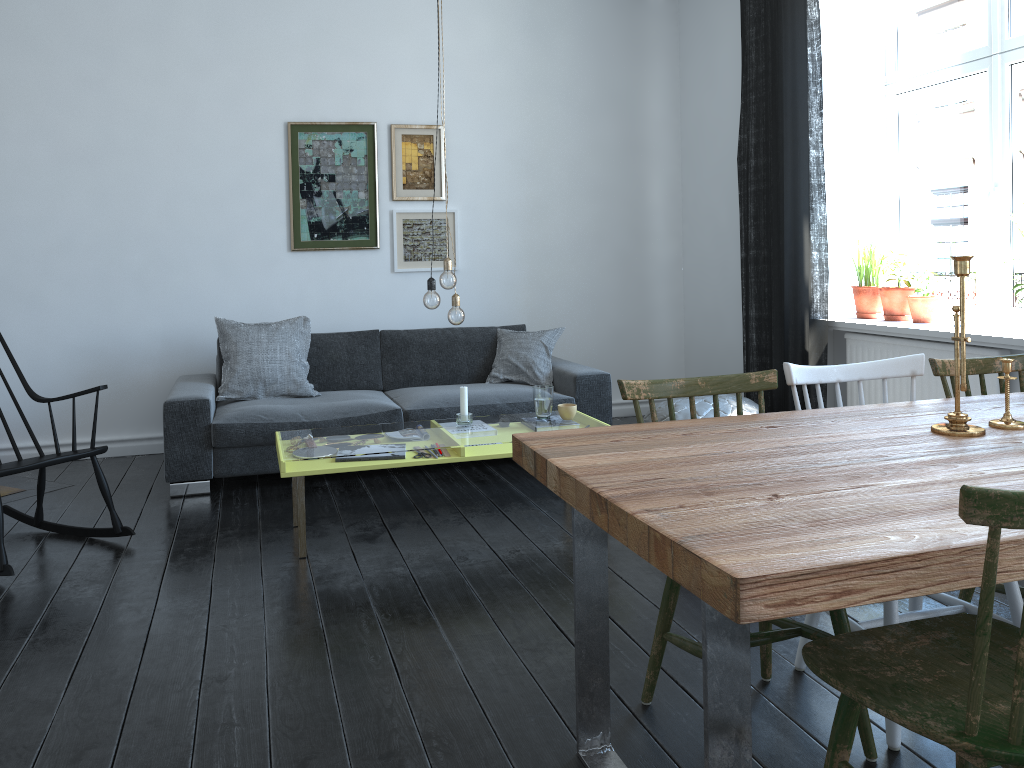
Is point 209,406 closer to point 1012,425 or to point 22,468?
point 22,468

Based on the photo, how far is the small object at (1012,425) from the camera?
2.08m

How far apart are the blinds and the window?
0.6m

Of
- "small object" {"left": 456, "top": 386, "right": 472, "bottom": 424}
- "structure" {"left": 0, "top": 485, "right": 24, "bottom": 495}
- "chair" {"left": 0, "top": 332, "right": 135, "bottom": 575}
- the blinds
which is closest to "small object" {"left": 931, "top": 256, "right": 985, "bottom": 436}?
"small object" {"left": 456, "top": 386, "right": 472, "bottom": 424}

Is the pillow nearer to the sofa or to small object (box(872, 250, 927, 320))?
the sofa

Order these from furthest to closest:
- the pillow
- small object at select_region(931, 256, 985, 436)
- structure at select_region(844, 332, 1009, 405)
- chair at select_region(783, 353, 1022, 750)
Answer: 1. the pillow
2. structure at select_region(844, 332, 1009, 405)
3. chair at select_region(783, 353, 1022, 750)
4. small object at select_region(931, 256, 985, 436)

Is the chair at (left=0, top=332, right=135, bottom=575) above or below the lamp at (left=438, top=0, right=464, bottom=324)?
below

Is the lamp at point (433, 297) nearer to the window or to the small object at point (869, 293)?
the small object at point (869, 293)

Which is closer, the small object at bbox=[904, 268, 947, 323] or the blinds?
the small object at bbox=[904, 268, 947, 323]

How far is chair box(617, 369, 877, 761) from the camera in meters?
2.0 m
